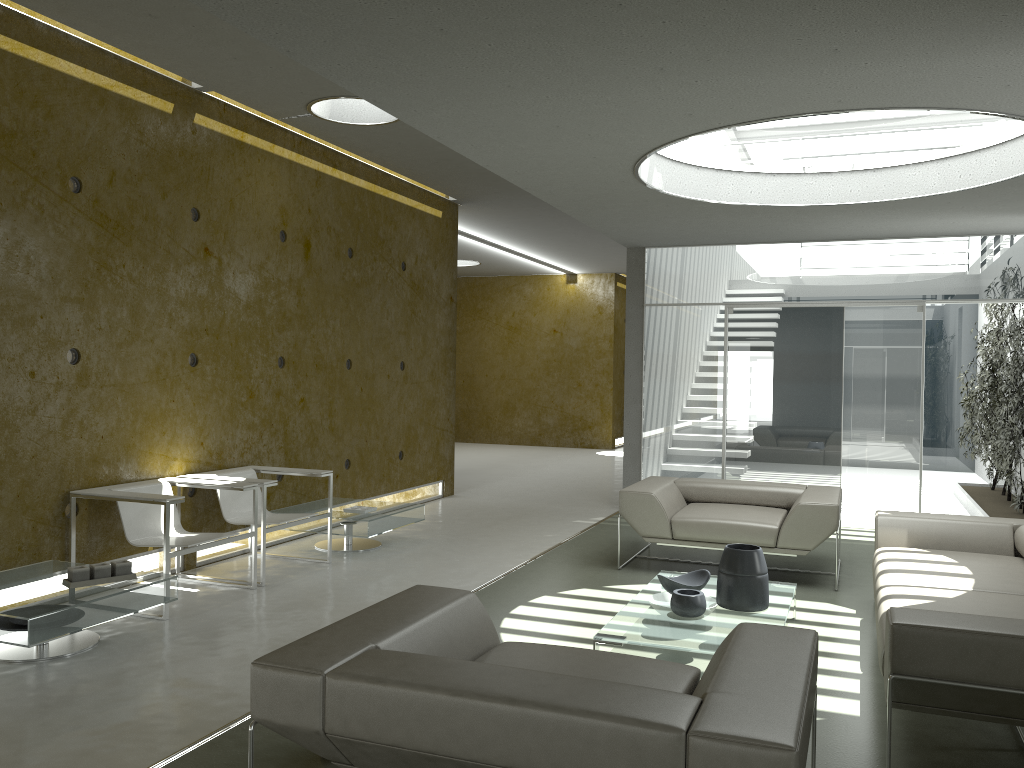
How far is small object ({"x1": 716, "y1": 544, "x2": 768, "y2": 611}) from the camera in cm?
448

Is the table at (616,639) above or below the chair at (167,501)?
below

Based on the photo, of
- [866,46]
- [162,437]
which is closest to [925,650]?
[866,46]

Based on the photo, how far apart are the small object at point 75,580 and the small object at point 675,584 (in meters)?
2.76

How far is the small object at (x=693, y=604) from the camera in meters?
4.3 m

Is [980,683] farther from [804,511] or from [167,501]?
[167,501]

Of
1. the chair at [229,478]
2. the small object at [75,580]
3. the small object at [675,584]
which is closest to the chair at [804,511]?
the small object at [675,584]

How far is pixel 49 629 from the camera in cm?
393

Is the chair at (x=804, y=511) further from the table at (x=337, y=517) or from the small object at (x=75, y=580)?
the small object at (x=75, y=580)

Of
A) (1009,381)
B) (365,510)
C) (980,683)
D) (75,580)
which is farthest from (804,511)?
(75,580)
